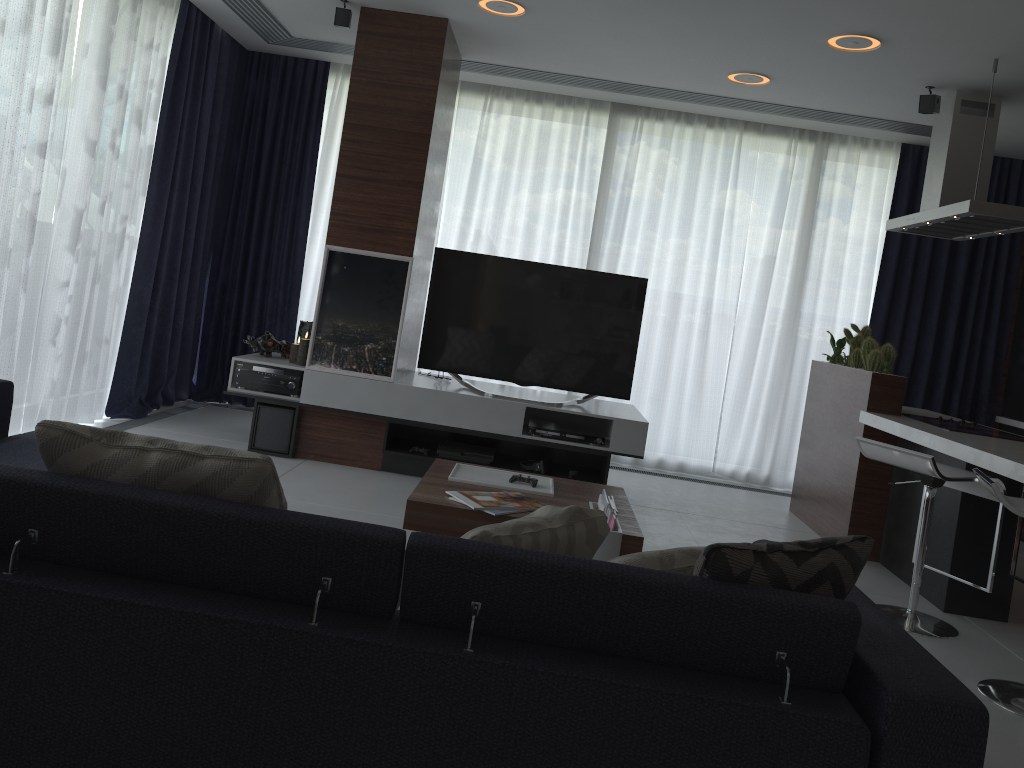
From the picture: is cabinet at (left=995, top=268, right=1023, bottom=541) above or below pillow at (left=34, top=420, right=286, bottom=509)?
above

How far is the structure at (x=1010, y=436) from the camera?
4.3 meters

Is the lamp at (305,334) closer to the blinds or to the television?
the television

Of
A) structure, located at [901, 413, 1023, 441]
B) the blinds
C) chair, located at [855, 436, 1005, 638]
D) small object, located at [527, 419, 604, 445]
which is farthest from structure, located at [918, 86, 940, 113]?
small object, located at [527, 419, 604, 445]

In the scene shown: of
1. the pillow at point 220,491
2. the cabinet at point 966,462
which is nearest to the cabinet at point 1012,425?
the cabinet at point 966,462

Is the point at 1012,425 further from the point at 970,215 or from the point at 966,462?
the point at 966,462

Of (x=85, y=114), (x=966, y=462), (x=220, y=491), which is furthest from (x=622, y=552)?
(x=85, y=114)

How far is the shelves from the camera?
4.9 meters

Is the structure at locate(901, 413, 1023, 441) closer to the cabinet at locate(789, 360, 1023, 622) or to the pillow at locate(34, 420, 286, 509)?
the cabinet at locate(789, 360, 1023, 622)

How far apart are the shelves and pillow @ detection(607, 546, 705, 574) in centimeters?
301cm
